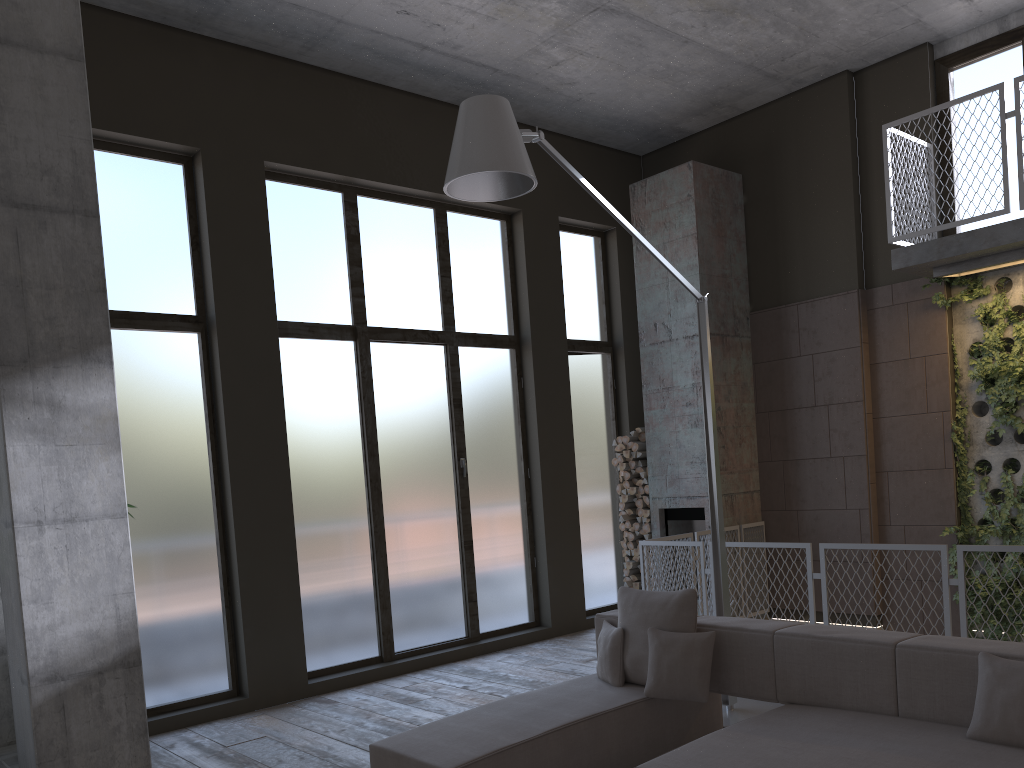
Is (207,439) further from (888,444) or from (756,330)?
(888,444)

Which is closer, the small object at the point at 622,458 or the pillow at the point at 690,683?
the pillow at the point at 690,683

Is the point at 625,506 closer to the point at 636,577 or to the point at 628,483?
the point at 628,483

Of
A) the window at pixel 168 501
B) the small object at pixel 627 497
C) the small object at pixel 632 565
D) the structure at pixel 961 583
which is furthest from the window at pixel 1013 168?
the small object at pixel 632 565

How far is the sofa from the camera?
3.44m

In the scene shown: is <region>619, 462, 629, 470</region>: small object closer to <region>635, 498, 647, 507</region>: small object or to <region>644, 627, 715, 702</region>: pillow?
<region>635, 498, 647, 507</region>: small object

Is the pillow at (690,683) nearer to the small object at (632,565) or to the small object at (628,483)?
the small object at (632,565)

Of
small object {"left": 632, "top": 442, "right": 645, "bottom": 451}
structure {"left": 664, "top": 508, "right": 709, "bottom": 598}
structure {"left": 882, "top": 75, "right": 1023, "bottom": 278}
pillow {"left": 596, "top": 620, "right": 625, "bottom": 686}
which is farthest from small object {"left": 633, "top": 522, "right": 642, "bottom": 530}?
pillow {"left": 596, "top": 620, "right": 625, "bottom": 686}

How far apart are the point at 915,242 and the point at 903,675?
4.8 meters

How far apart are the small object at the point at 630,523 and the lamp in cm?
352
